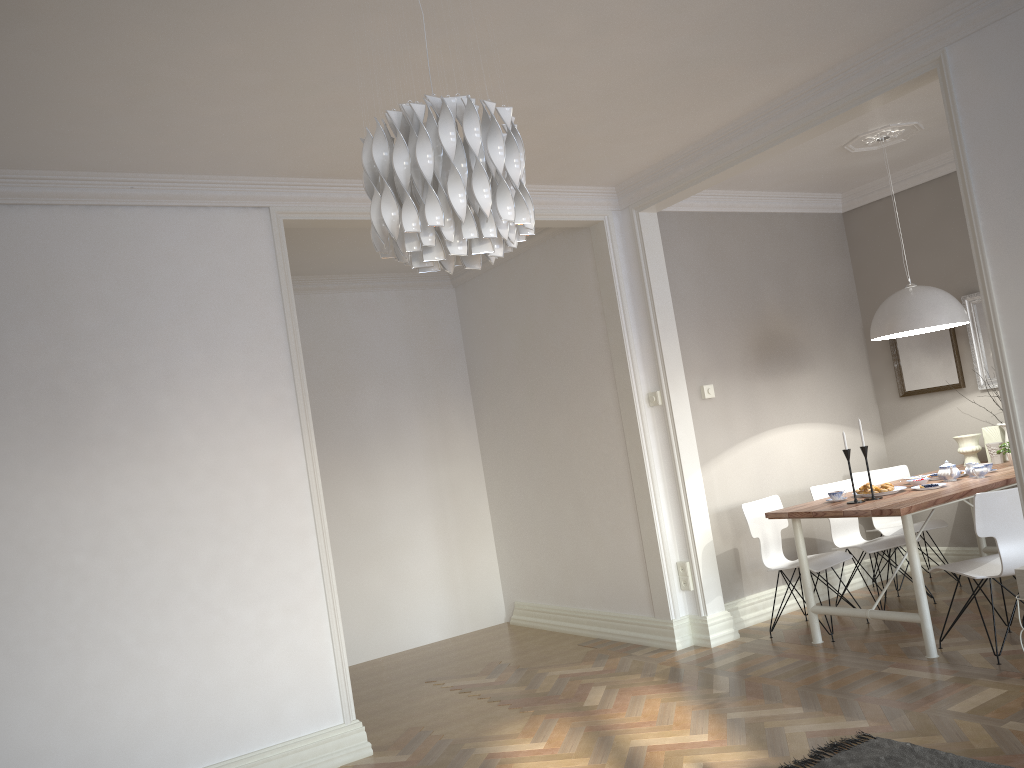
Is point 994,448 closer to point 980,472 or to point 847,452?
point 980,472

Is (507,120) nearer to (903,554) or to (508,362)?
(903,554)

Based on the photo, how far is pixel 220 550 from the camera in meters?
4.0

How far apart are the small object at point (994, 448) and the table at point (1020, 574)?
2.54m

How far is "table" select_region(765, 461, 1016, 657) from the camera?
4.3m

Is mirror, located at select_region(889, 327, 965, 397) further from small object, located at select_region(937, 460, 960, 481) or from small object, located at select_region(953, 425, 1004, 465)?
small object, located at select_region(937, 460, 960, 481)

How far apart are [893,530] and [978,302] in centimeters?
159cm

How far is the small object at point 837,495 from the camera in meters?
4.9

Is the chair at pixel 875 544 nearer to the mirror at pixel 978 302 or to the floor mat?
the mirror at pixel 978 302

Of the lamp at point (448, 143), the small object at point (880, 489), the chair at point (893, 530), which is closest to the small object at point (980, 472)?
the small object at point (880, 489)
